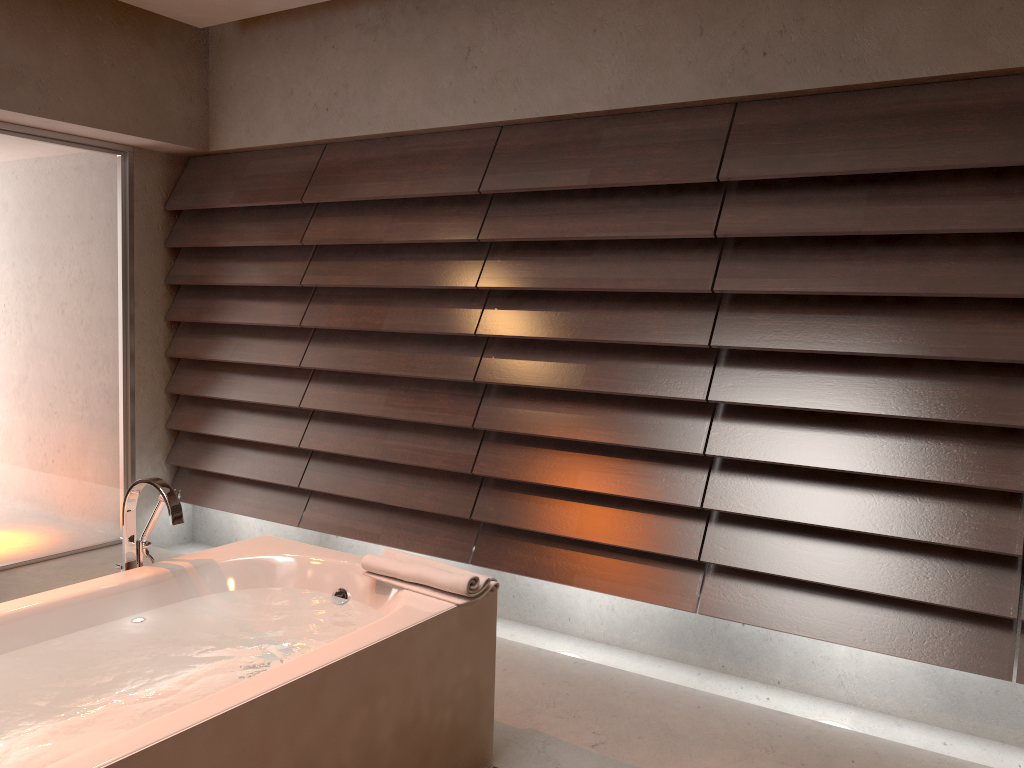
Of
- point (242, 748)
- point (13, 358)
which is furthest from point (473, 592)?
point (13, 358)

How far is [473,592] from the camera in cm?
226

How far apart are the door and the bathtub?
1.9m

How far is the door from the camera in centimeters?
401cm

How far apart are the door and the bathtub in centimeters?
191cm

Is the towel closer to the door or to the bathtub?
the bathtub

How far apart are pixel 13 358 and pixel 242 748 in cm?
303

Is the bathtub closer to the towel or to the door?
the towel

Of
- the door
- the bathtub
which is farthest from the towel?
the door

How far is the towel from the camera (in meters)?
2.26
